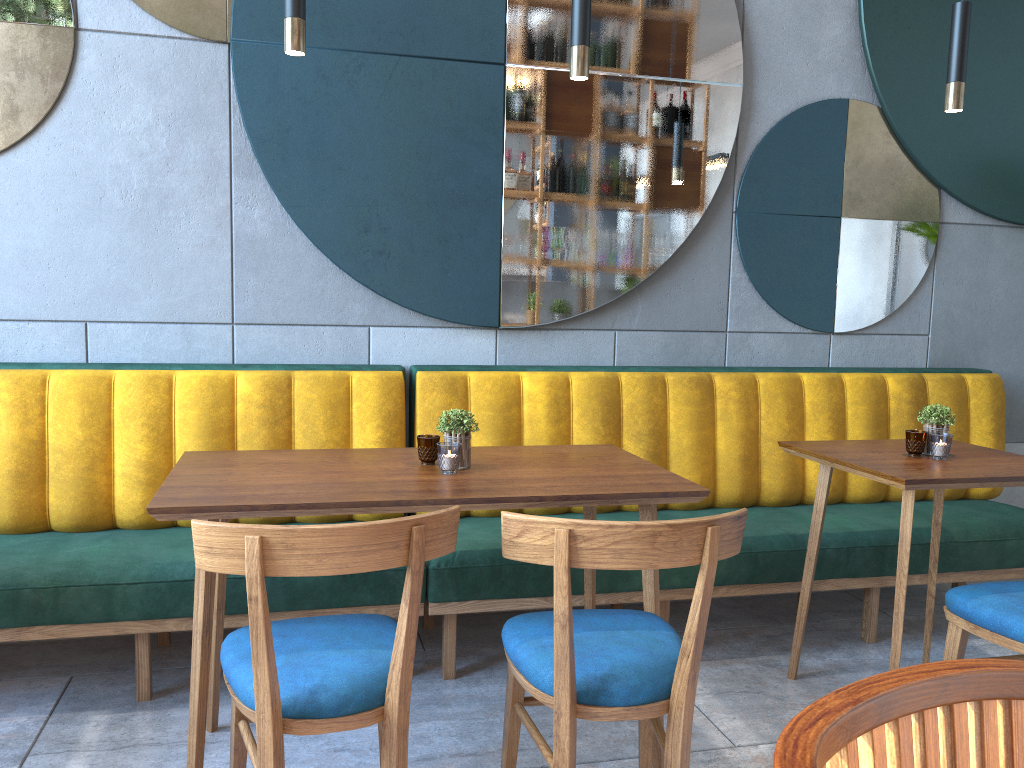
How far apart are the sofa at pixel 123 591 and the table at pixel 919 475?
1.2m

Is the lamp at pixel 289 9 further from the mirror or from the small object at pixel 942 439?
the small object at pixel 942 439

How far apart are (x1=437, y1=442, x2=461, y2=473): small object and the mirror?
1.0m

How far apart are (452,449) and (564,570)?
0.61m

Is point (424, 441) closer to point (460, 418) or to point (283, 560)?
point (460, 418)

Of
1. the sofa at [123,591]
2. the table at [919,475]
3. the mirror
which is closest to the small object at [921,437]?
the table at [919,475]

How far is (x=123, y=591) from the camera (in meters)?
2.39

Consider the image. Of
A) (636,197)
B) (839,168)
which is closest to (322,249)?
(636,197)

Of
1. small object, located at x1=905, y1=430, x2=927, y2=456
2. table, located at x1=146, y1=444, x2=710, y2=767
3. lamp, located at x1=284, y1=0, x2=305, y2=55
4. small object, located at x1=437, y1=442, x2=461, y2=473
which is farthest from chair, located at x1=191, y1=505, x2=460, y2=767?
small object, located at x1=905, y1=430, x2=927, y2=456

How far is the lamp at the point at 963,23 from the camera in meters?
2.4 m
